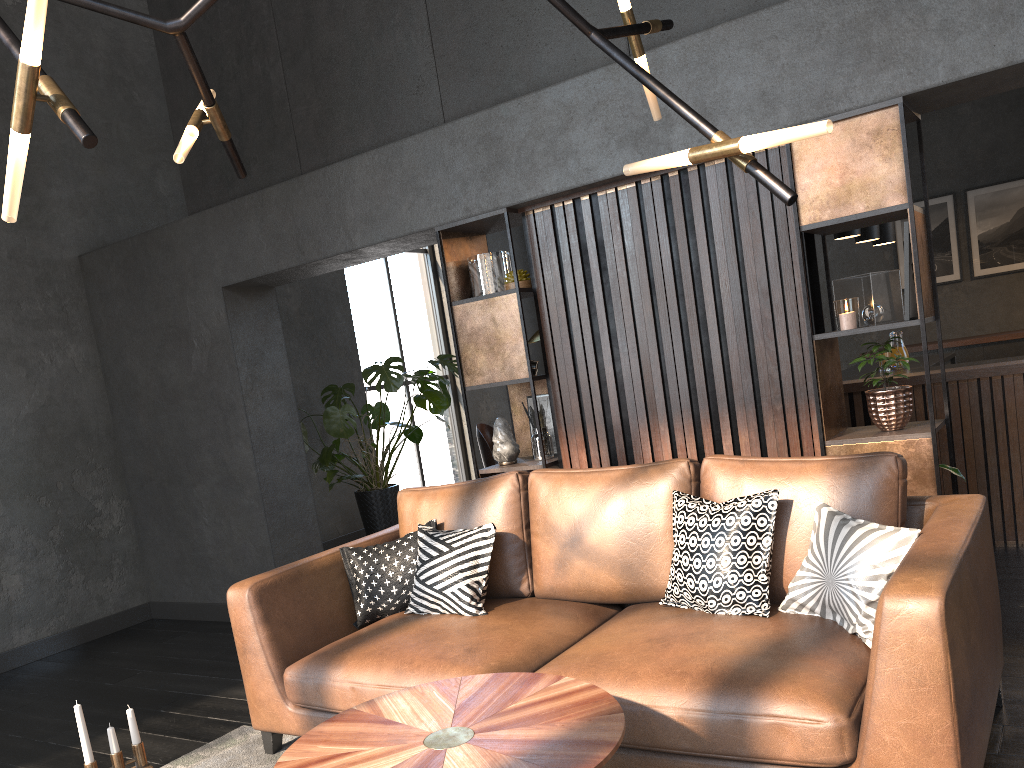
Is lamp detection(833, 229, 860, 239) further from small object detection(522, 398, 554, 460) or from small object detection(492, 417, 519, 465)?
small object detection(492, 417, 519, 465)

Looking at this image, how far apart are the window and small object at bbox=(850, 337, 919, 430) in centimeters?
557cm

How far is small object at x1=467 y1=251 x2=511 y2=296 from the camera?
4.4m

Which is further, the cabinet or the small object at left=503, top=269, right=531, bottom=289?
the cabinet

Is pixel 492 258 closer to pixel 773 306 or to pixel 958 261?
pixel 773 306

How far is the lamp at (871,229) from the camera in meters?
5.8 m

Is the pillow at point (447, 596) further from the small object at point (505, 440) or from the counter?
the counter

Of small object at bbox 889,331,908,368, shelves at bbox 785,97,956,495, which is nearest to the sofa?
shelves at bbox 785,97,956,495

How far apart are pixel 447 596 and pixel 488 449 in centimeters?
451cm

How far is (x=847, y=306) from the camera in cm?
342
